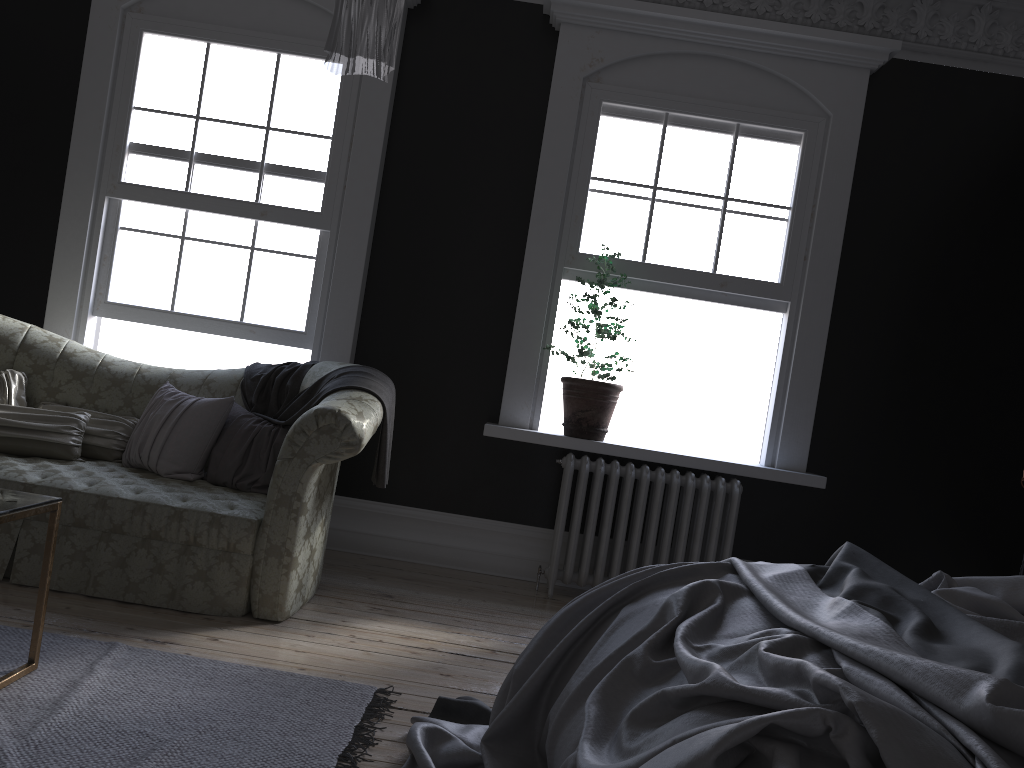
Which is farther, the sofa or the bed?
the sofa

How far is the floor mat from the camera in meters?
2.4

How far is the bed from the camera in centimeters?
142cm

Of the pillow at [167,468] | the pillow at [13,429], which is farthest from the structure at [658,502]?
the pillow at [13,429]

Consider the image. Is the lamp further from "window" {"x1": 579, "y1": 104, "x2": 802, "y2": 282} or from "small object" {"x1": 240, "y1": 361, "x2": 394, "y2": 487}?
"window" {"x1": 579, "y1": 104, "x2": 802, "y2": 282}

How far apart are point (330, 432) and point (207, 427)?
0.96m

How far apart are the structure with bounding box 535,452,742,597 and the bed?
2.03m

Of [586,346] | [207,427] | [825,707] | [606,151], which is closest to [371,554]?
[207,427]

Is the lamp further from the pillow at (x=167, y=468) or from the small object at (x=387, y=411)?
the pillow at (x=167, y=468)

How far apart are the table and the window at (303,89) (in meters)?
2.67
